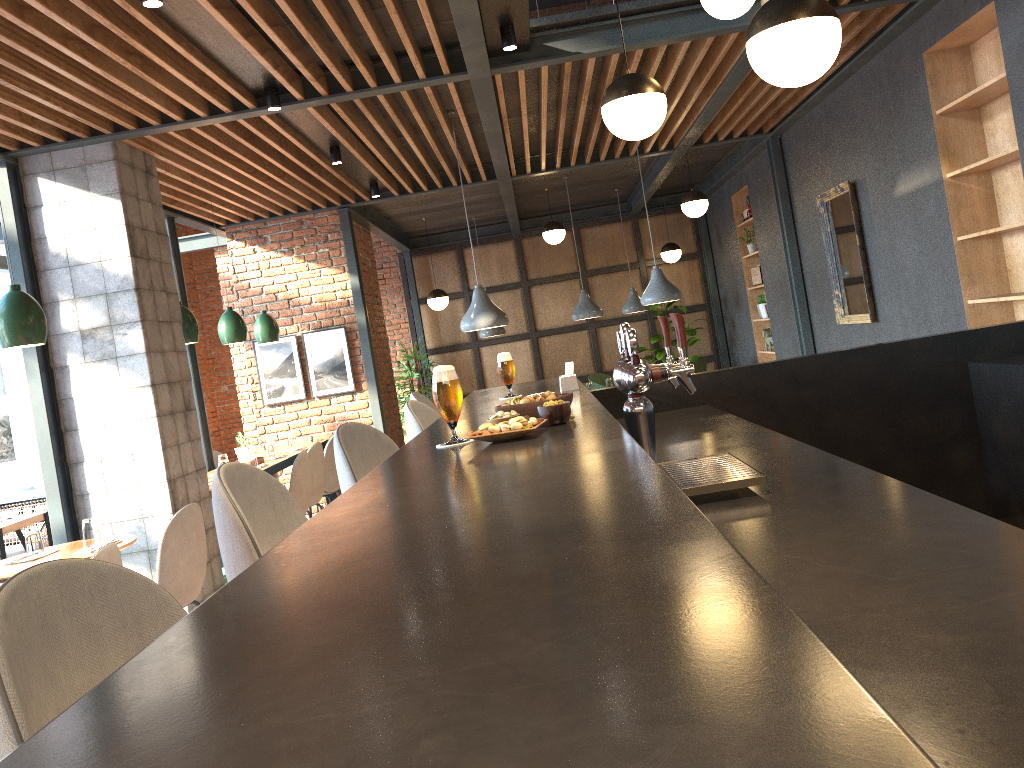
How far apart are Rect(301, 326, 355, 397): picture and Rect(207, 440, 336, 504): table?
1.0 meters

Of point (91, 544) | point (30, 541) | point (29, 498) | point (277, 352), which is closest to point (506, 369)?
point (91, 544)

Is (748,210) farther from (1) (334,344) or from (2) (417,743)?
(2) (417,743)

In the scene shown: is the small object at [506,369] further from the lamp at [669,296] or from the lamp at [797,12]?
the lamp at [669,296]

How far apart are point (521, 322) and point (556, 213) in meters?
1.6 m

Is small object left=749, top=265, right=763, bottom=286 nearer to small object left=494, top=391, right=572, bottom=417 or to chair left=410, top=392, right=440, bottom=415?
chair left=410, top=392, right=440, bottom=415

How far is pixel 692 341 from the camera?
11.58m

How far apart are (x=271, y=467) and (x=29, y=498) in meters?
3.0

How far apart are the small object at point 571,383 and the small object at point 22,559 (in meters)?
2.84

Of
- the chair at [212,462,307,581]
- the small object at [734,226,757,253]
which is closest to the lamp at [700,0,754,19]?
the chair at [212,462,307,581]
